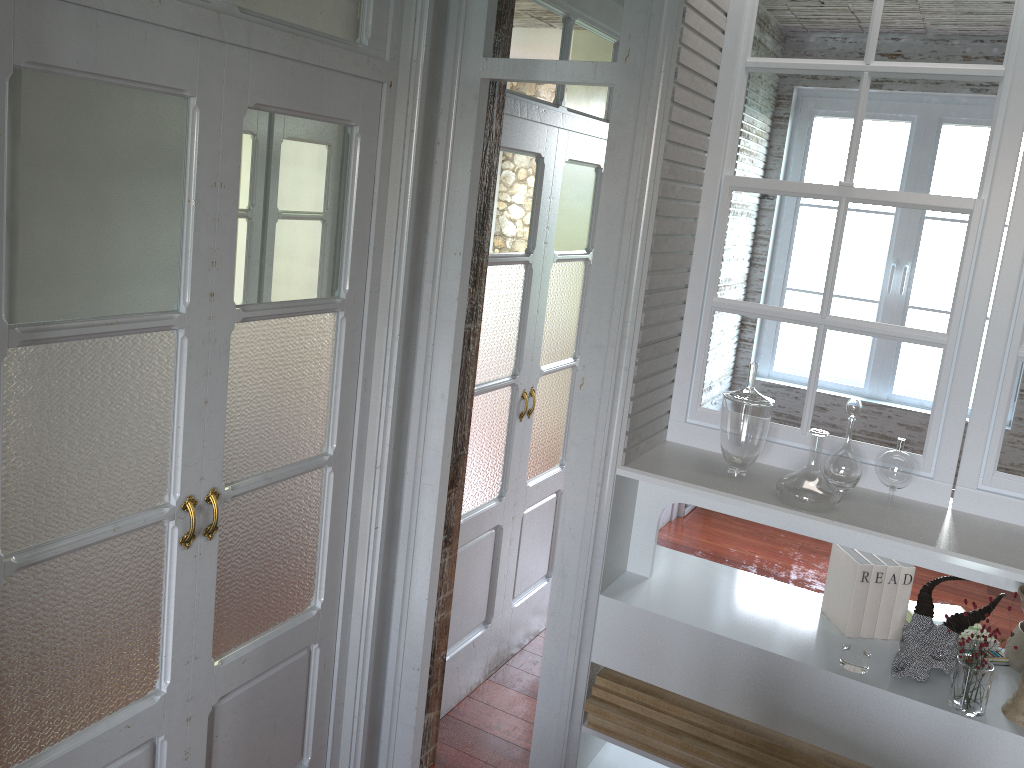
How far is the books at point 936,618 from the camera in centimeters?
229cm

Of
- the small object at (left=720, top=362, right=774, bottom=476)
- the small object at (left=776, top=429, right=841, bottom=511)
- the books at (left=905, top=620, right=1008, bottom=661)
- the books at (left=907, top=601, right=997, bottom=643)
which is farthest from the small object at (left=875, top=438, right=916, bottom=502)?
the books at (left=905, top=620, right=1008, bottom=661)

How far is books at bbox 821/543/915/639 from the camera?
2.2 meters

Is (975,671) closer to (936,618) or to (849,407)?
(936,618)

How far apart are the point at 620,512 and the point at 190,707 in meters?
1.1 m

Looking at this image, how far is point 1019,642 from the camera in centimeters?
213cm

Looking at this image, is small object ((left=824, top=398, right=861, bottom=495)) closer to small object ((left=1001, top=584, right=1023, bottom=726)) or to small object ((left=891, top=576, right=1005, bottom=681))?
small object ((left=891, top=576, right=1005, bottom=681))

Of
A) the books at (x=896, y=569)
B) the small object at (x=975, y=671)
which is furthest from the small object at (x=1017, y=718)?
the books at (x=896, y=569)

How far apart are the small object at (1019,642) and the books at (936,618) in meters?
0.2 m

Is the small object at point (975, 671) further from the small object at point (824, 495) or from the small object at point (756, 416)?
the small object at point (756, 416)
